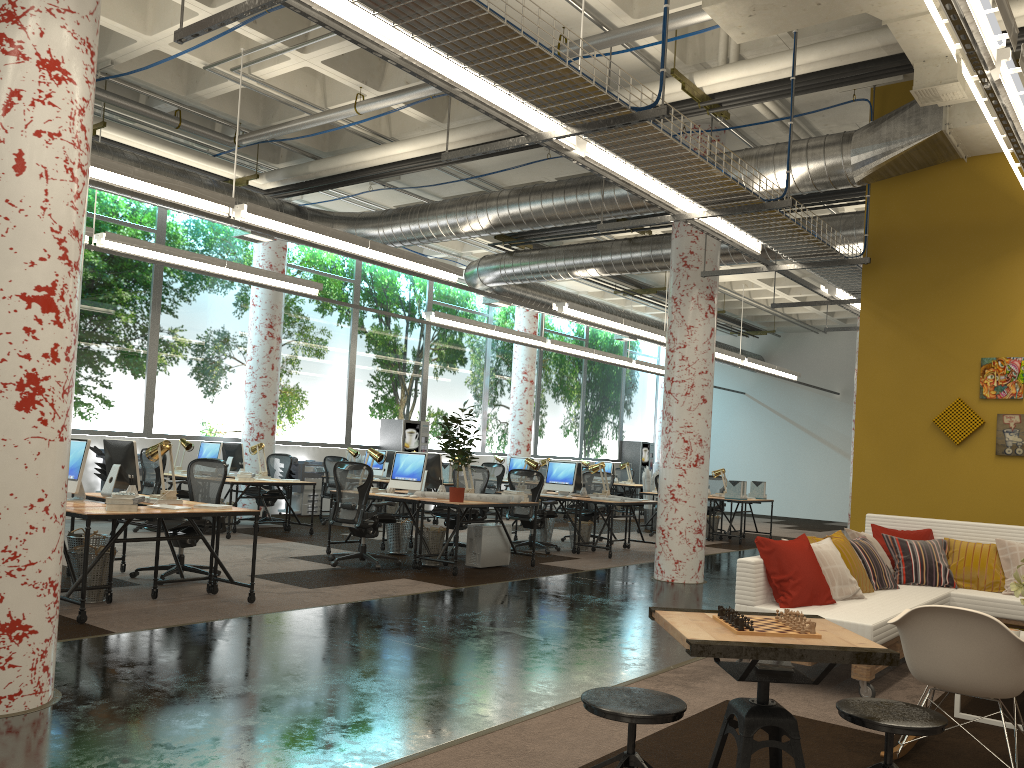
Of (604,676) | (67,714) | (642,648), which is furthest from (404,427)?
(67,714)

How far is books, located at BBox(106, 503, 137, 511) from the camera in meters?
6.1 m

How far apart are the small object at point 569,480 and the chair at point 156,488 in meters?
4.8

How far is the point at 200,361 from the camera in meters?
14.1 m

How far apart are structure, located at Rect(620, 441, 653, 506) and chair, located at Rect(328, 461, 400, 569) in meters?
15.6

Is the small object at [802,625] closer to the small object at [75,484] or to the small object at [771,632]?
the small object at [771,632]

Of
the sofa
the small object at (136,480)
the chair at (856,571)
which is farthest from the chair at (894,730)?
the small object at (136,480)

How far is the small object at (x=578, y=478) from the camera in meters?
12.8

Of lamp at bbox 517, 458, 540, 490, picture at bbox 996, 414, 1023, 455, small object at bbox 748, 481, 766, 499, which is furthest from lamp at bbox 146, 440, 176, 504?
small object at bbox 748, 481, 766, 499

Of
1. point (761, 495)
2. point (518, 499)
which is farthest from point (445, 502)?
point (761, 495)
